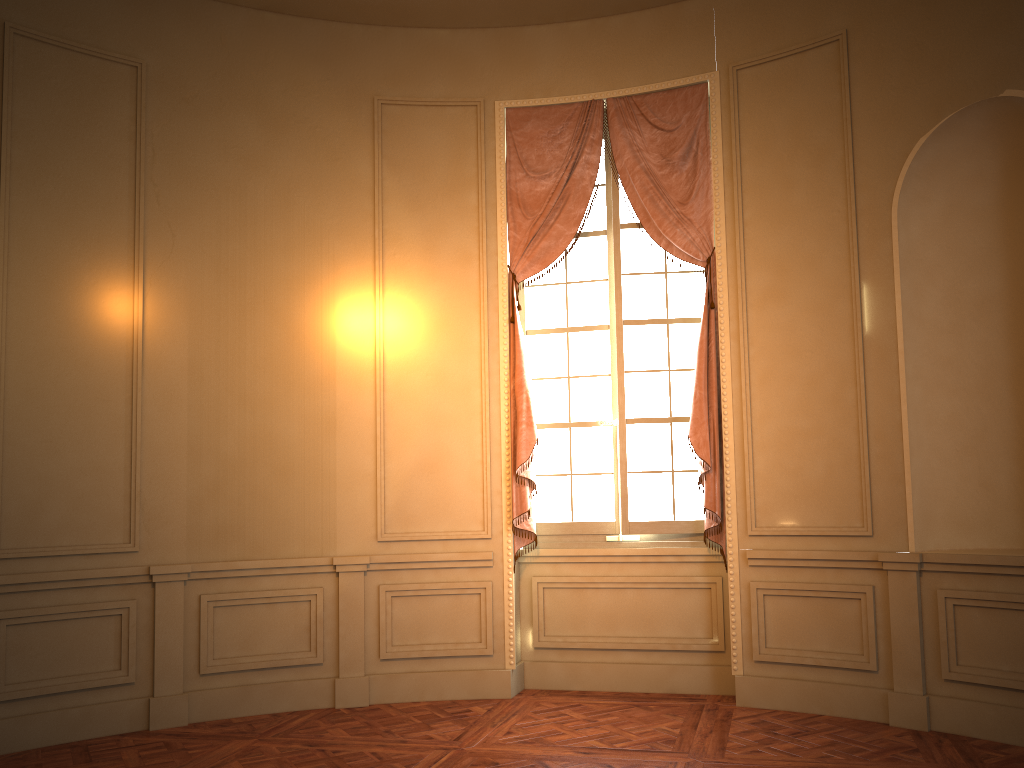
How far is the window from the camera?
5.5 meters

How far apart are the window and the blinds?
0.1 meters

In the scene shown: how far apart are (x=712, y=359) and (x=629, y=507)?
1.0m

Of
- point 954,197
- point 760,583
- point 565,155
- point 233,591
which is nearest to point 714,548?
point 760,583

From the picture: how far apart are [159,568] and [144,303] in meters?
1.5

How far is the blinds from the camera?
5.24m

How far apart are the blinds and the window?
0.1m

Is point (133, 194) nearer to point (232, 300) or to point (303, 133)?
point (232, 300)

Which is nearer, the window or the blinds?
the blinds

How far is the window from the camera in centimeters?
549cm
